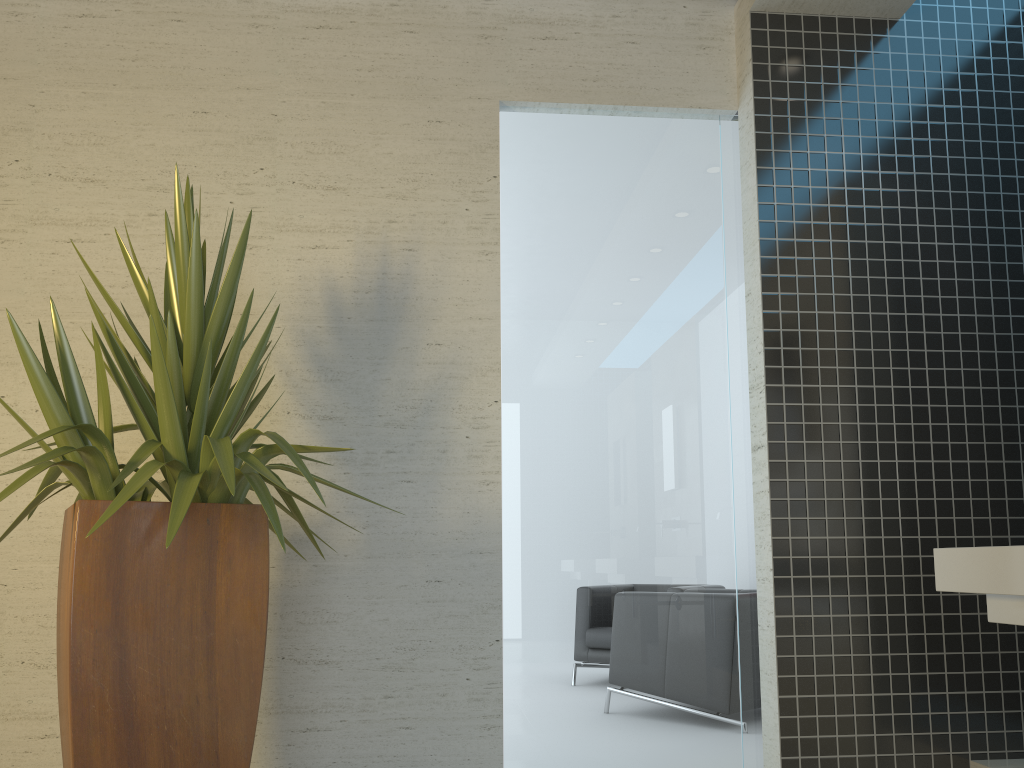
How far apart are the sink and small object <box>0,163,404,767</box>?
1.67m

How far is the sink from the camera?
2.1 meters

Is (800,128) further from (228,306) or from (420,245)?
(228,306)

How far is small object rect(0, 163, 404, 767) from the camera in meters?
2.1 m

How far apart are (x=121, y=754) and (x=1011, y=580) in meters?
2.2
